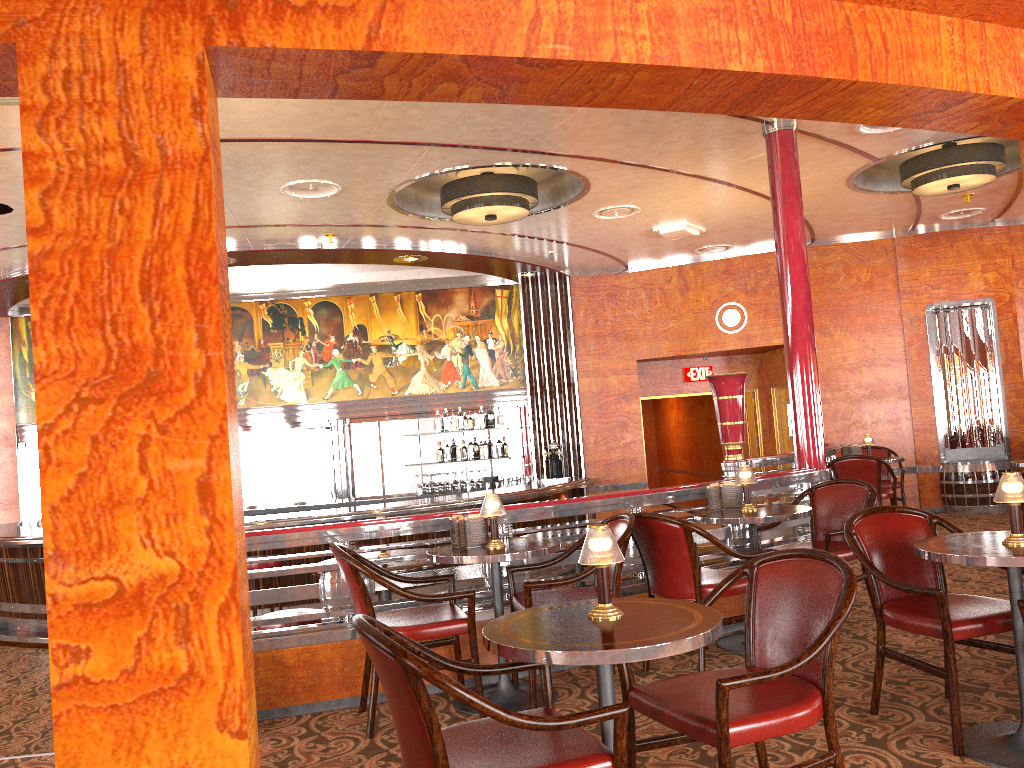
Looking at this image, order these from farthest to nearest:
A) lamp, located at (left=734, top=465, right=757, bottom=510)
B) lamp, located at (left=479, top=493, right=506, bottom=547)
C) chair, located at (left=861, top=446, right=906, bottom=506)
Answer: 1. chair, located at (left=861, top=446, right=906, bottom=506)
2. lamp, located at (left=734, top=465, right=757, bottom=510)
3. lamp, located at (left=479, top=493, right=506, bottom=547)

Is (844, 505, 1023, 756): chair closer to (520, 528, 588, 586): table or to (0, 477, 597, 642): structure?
(520, 528, 588, 586): table

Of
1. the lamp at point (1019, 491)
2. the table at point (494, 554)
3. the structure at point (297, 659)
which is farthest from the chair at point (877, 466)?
the lamp at point (1019, 491)

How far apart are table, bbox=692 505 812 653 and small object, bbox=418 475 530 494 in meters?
6.1

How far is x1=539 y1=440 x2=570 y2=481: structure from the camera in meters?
10.8 m

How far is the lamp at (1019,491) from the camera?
Result: 3.08m

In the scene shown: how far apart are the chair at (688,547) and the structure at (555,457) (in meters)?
6.10

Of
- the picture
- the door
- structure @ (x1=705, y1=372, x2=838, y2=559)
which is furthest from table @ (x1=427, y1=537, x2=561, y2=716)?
the door

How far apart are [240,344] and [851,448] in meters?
7.2

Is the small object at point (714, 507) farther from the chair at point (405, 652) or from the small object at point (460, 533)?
the chair at point (405, 652)
